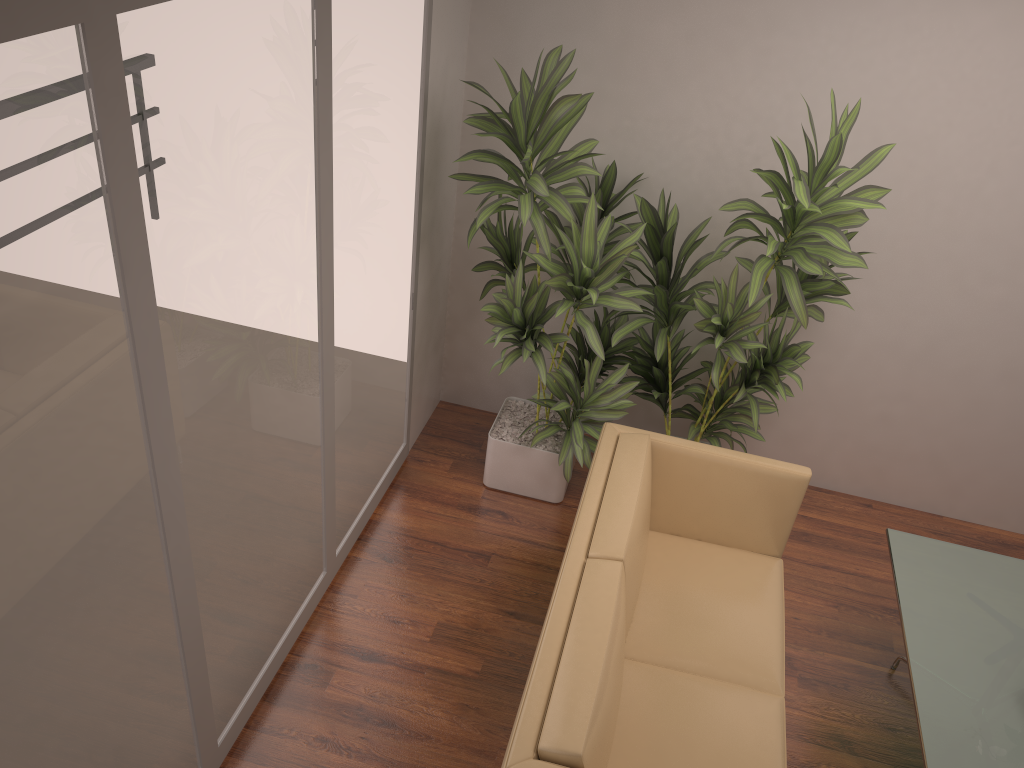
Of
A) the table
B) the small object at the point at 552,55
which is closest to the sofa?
the small object at the point at 552,55

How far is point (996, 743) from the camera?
2.8 meters

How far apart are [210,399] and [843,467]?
3.5 meters

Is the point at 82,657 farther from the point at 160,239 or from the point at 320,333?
the point at 320,333

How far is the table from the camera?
2.78m

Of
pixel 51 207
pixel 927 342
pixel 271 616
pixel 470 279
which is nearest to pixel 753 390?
pixel 927 342

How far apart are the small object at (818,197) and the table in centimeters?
70cm

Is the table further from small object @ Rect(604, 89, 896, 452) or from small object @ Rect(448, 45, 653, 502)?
small object @ Rect(448, 45, 653, 502)

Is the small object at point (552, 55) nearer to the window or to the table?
the window

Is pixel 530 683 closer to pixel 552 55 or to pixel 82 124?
pixel 82 124
